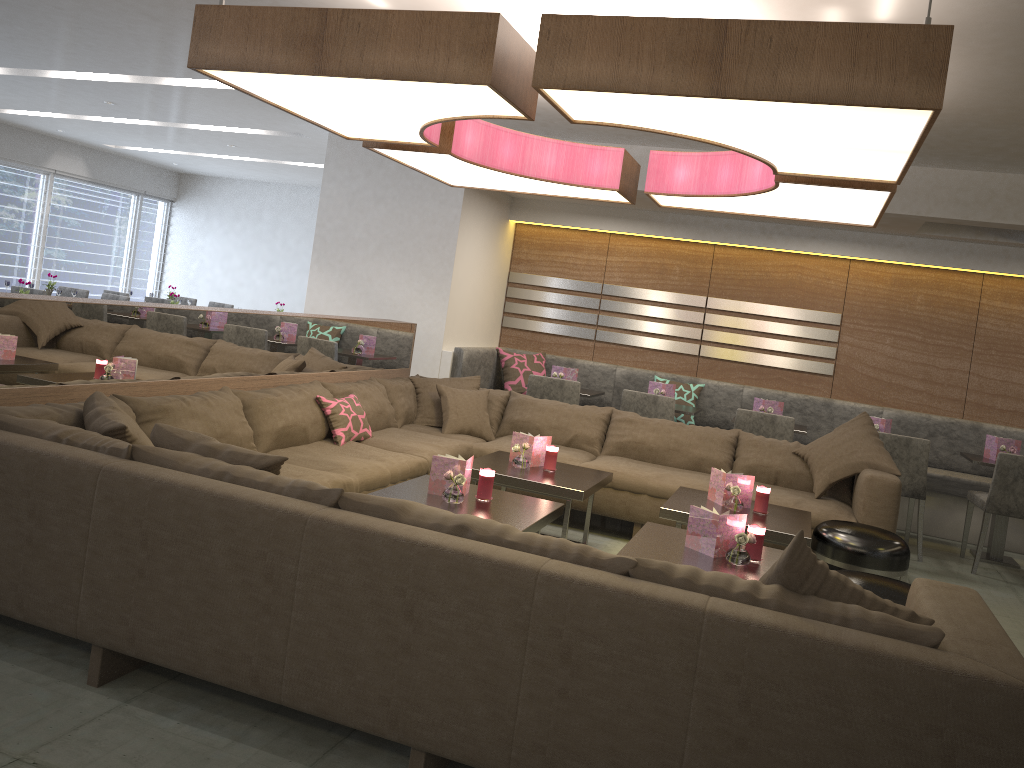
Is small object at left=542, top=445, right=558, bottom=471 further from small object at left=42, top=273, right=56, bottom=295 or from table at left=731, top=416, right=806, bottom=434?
small object at left=42, top=273, right=56, bottom=295

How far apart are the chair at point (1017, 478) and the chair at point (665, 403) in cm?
200

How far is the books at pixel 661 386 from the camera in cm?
664

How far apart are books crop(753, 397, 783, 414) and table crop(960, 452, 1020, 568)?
1.25m

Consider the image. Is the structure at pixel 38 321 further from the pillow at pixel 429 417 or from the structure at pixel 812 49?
the structure at pixel 812 49

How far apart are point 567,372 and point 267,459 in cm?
440

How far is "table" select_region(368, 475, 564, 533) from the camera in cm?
Answer: 347

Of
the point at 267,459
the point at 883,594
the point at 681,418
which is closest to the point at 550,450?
the point at 883,594

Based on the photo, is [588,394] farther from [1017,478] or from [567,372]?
[1017,478]

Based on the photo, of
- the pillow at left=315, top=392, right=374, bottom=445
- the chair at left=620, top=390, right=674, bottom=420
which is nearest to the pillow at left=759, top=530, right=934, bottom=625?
the pillow at left=315, top=392, right=374, bottom=445
